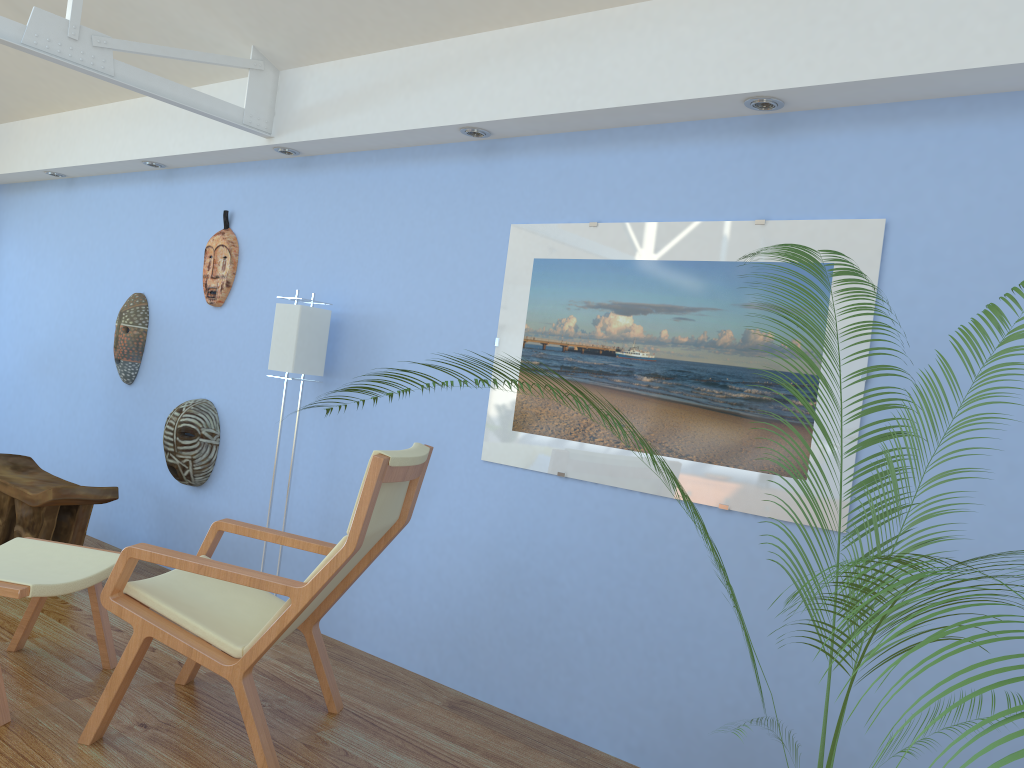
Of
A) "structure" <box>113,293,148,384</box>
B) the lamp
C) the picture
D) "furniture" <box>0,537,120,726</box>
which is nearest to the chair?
"furniture" <box>0,537,120,726</box>

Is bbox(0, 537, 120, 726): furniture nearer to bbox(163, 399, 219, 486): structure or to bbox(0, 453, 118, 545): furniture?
bbox(0, 453, 118, 545): furniture

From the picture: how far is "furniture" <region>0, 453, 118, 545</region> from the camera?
4.1m

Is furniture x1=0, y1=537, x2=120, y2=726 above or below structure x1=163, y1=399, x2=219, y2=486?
below

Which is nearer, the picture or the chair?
the chair

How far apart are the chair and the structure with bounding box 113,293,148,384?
2.3m

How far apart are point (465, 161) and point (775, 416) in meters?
1.7 m

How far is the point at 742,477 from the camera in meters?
2.8

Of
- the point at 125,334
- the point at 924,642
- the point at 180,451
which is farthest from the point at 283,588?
the point at 125,334

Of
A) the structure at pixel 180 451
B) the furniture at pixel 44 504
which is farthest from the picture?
the furniture at pixel 44 504
